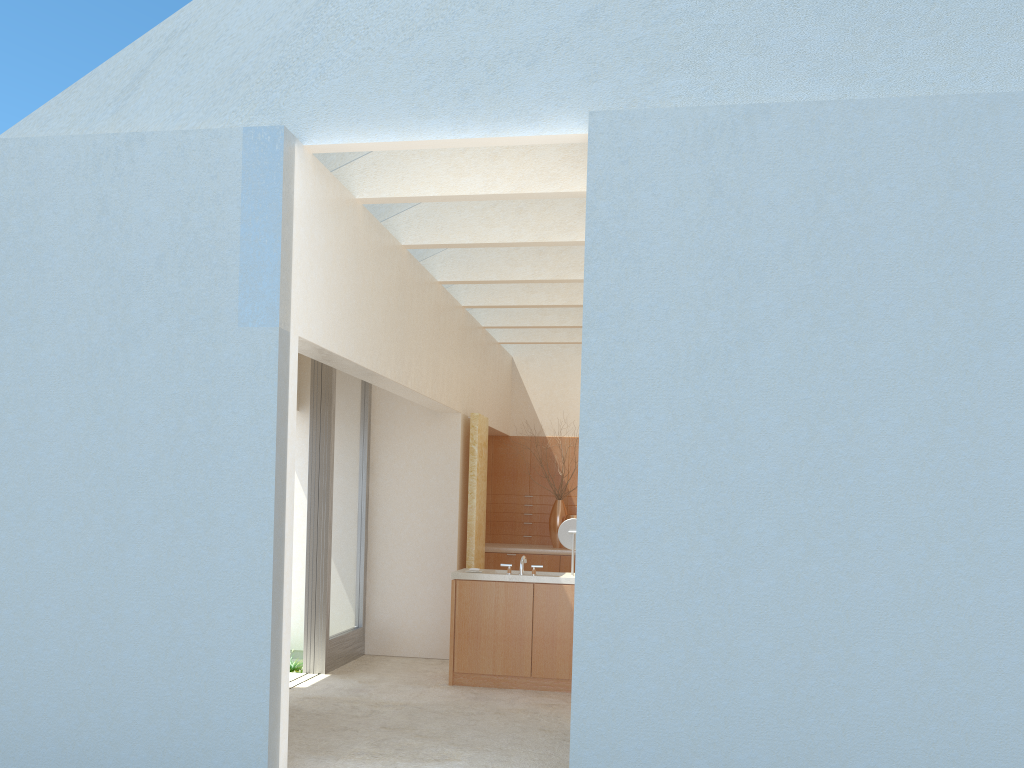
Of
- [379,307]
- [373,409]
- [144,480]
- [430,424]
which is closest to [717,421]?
[379,307]

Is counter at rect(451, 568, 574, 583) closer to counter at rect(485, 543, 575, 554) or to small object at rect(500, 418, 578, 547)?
counter at rect(485, 543, 575, 554)

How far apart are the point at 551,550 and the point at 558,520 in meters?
1.2 m

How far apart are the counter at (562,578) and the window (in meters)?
2.74

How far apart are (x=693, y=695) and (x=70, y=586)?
7.6m

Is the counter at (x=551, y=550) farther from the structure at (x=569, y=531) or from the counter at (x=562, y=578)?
the structure at (x=569, y=531)

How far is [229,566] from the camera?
10.57m

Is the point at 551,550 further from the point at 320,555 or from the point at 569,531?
the point at 320,555

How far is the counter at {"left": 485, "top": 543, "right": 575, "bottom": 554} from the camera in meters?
23.7 m

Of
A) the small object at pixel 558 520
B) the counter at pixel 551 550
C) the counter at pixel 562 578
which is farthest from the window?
the small object at pixel 558 520
